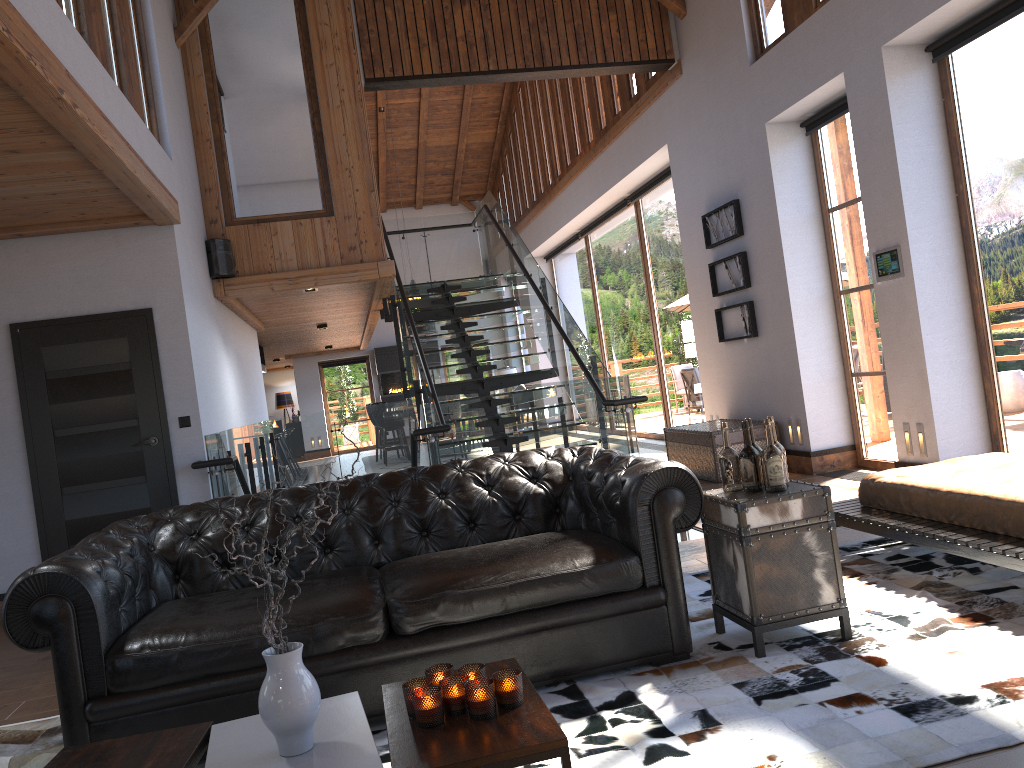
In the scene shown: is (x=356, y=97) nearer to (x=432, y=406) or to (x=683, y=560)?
(x=432, y=406)

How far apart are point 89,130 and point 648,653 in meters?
3.5 m

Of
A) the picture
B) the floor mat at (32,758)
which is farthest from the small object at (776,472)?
the picture

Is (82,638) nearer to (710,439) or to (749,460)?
(749,460)

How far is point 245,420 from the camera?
9.3 meters

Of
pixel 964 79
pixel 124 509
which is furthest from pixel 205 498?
pixel 964 79

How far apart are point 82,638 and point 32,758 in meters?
0.7 m

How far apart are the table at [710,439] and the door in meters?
4.5 m

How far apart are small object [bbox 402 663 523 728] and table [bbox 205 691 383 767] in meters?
0.1

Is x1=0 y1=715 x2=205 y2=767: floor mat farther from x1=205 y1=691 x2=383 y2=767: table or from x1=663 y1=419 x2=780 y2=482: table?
x1=663 y1=419 x2=780 y2=482: table
